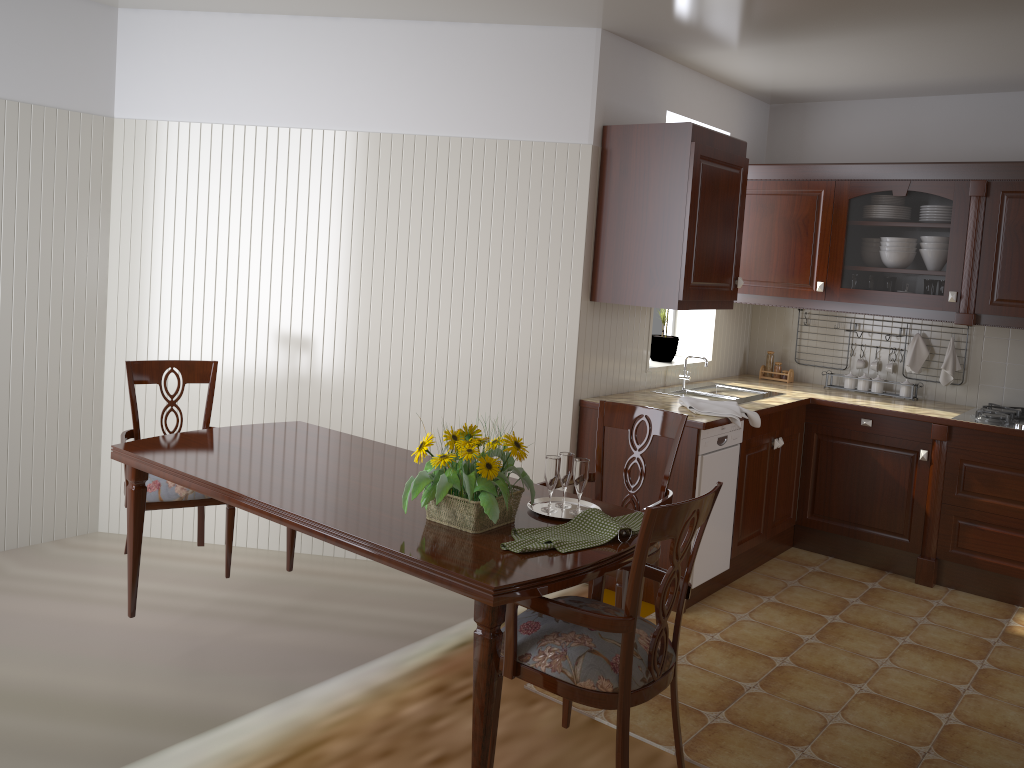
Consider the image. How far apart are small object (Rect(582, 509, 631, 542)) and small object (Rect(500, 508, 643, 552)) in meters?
0.0 m

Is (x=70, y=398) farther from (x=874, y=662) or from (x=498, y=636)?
(x=874, y=662)

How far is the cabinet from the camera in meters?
3.7 m

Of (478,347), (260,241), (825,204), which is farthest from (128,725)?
(825,204)

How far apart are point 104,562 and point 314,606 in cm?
104

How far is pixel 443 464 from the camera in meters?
2.2 m

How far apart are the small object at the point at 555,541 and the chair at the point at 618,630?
0.10m

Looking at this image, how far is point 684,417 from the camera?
3.0m

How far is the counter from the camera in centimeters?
400cm

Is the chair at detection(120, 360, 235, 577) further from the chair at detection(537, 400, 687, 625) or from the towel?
the towel
